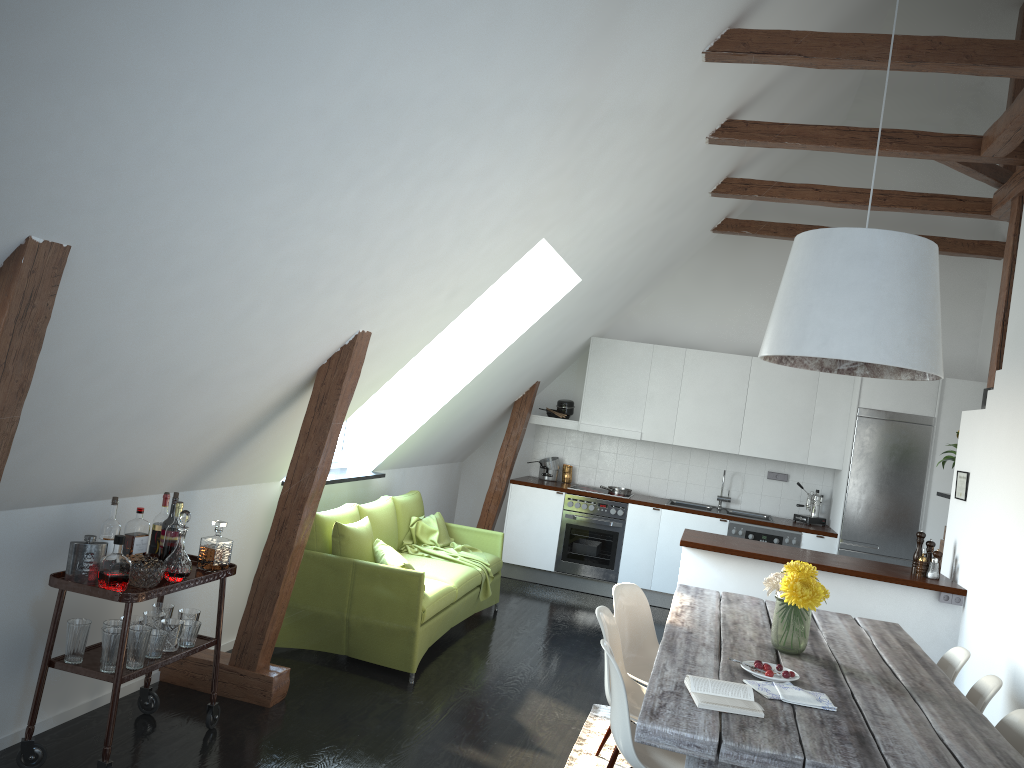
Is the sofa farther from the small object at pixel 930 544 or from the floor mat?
the small object at pixel 930 544

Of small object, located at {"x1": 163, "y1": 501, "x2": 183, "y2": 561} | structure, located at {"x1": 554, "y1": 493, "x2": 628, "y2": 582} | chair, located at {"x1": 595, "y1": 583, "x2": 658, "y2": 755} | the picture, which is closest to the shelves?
small object, located at {"x1": 163, "y1": 501, "x2": 183, "y2": 561}

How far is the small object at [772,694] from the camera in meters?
2.9

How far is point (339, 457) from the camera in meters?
6.6

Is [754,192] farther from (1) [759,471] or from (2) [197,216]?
(2) [197,216]

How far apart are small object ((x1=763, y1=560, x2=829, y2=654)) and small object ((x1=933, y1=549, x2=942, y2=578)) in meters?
2.4 m

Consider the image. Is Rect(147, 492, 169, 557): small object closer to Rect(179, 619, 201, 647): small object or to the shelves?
the shelves

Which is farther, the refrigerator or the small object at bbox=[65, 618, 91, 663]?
the refrigerator

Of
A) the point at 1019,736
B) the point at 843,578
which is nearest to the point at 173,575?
the point at 1019,736

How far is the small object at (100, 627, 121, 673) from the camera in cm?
330
